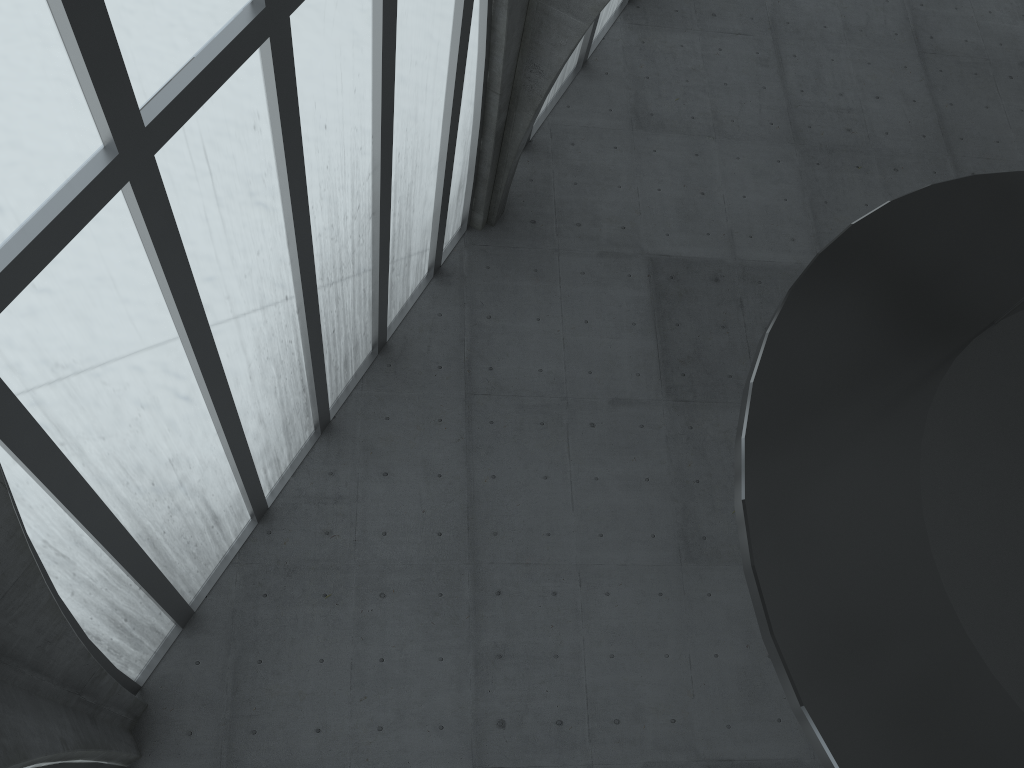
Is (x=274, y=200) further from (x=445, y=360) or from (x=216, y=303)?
(x=445, y=360)

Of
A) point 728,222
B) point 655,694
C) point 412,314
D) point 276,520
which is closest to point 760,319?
point 728,222
